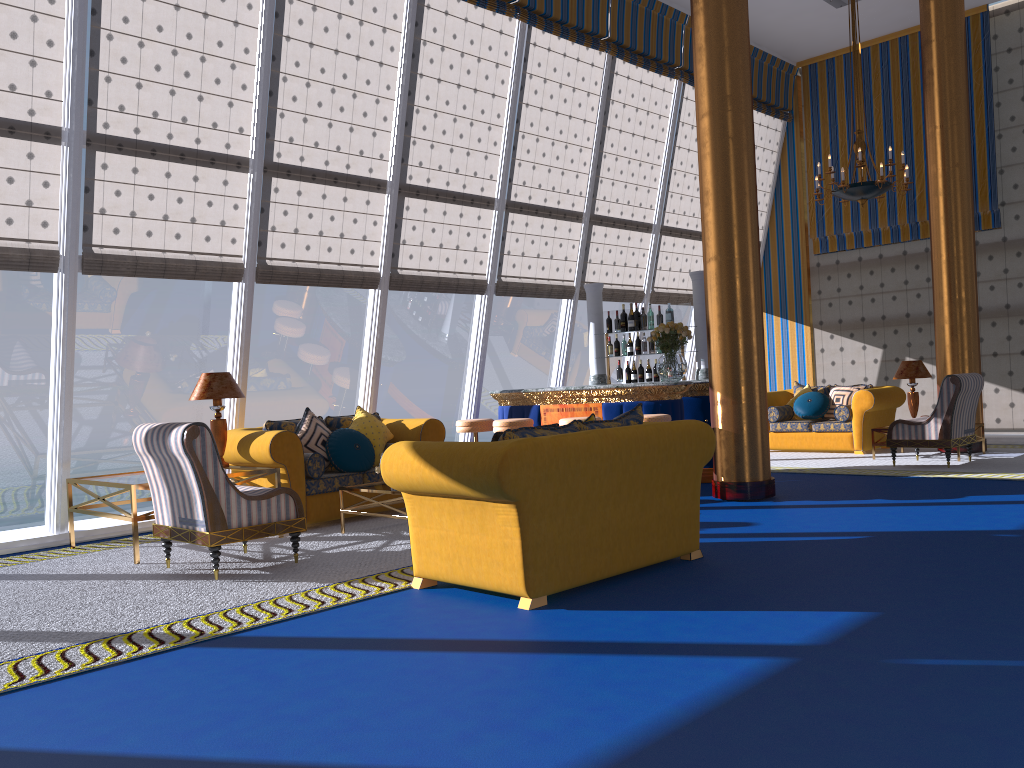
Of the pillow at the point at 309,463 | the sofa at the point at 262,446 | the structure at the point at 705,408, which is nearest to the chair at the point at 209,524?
the sofa at the point at 262,446

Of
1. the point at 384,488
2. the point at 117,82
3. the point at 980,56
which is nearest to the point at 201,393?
the point at 117,82

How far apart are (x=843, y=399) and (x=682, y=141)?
4.12m

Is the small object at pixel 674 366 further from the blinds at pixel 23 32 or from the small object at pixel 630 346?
the blinds at pixel 23 32

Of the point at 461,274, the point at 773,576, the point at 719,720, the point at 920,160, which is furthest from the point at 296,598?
the point at 920,160

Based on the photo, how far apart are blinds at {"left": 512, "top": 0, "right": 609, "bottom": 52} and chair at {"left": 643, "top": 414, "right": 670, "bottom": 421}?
4.7 meters

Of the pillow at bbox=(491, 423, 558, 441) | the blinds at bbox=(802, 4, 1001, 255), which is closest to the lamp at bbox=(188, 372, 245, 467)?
the pillow at bbox=(491, 423, 558, 441)

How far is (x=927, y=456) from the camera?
10.4m

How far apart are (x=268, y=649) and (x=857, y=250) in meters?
11.6 m

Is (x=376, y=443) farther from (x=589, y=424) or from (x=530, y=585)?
(x=530, y=585)
